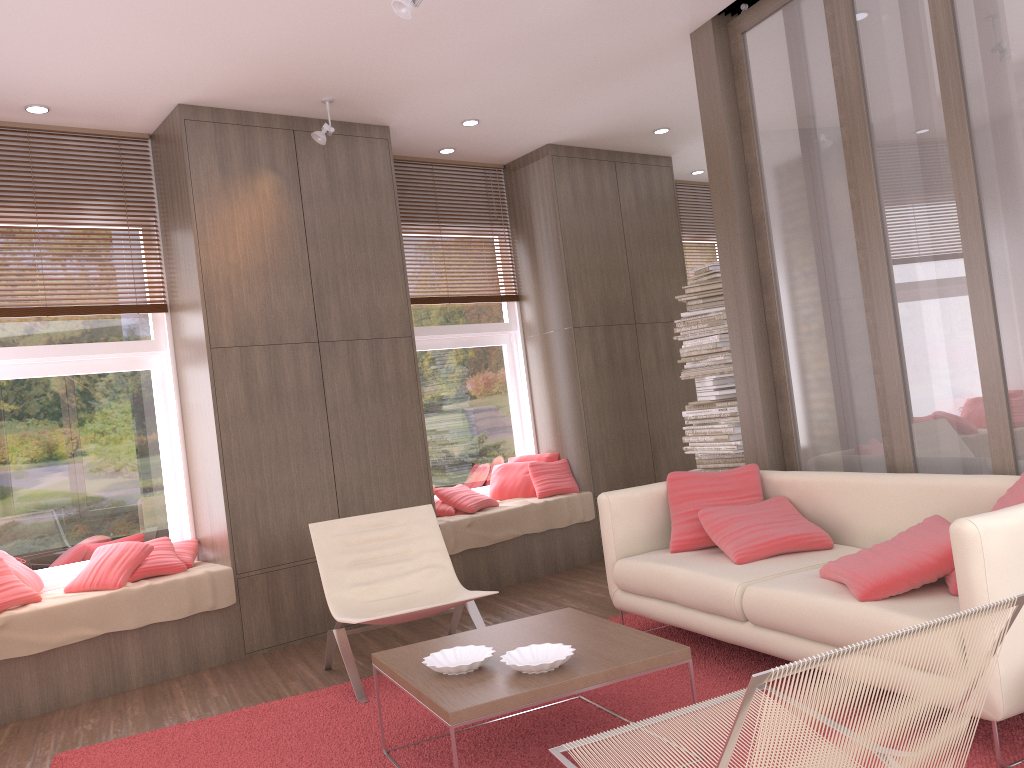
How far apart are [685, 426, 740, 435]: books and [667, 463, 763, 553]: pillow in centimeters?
137cm

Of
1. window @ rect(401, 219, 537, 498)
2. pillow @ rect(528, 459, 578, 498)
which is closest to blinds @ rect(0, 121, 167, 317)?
window @ rect(401, 219, 537, 498)

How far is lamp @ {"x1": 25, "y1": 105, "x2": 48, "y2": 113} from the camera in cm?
496

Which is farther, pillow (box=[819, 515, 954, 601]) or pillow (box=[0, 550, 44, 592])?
pillow (box=[0, 550, 44, 592])

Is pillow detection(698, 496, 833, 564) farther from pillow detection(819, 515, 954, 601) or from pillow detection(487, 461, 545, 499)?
pillow detection(487, 461, 545, 499)

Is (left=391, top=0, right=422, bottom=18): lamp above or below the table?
above

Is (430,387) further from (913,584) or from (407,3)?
(913,584)

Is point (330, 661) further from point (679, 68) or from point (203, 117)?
point (679, 68)

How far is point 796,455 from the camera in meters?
4.8

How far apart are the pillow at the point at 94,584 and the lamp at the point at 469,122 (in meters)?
3.43
